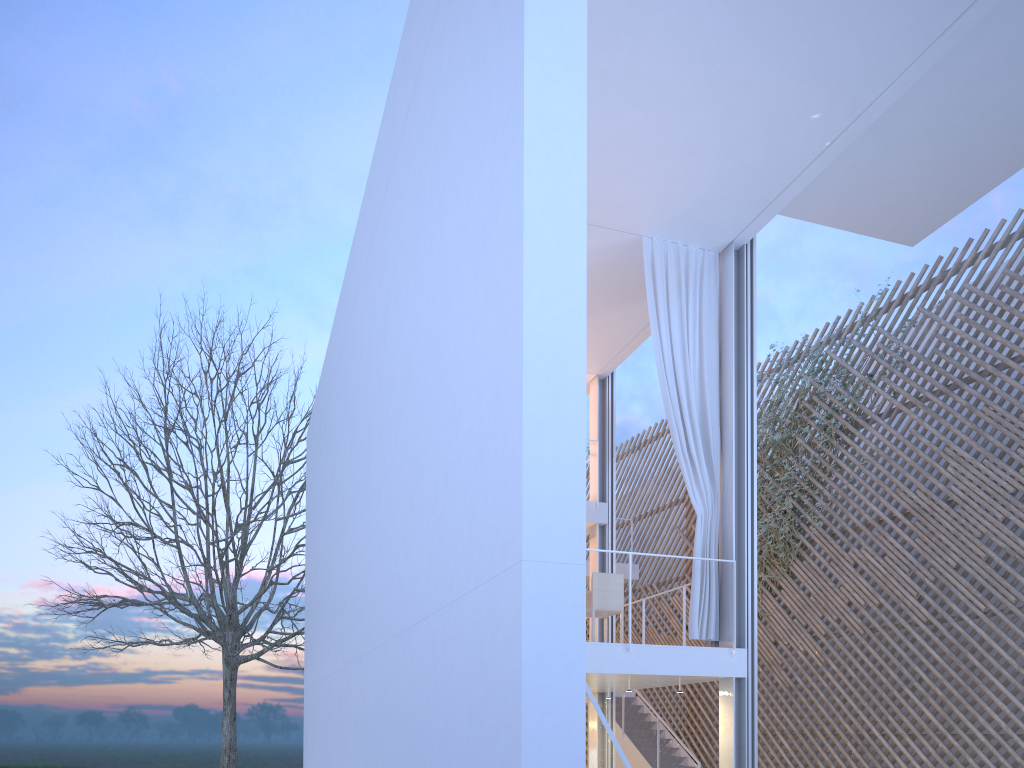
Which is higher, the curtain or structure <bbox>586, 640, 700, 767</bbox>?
the curtain

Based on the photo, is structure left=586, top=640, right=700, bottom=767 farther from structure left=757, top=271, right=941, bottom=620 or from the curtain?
the curtain

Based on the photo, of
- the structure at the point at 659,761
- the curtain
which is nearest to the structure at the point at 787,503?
the structure at the point at 659,761

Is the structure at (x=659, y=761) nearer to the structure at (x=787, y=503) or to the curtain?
the structure at (x=787, y=503)

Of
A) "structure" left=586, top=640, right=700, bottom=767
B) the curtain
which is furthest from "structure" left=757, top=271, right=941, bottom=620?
the curtain

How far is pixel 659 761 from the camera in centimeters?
716cm

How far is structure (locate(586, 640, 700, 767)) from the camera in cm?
716

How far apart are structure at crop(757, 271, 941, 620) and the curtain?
2.0 meters

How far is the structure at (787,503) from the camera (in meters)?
6.77

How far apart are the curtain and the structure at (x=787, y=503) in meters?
2.0 m
